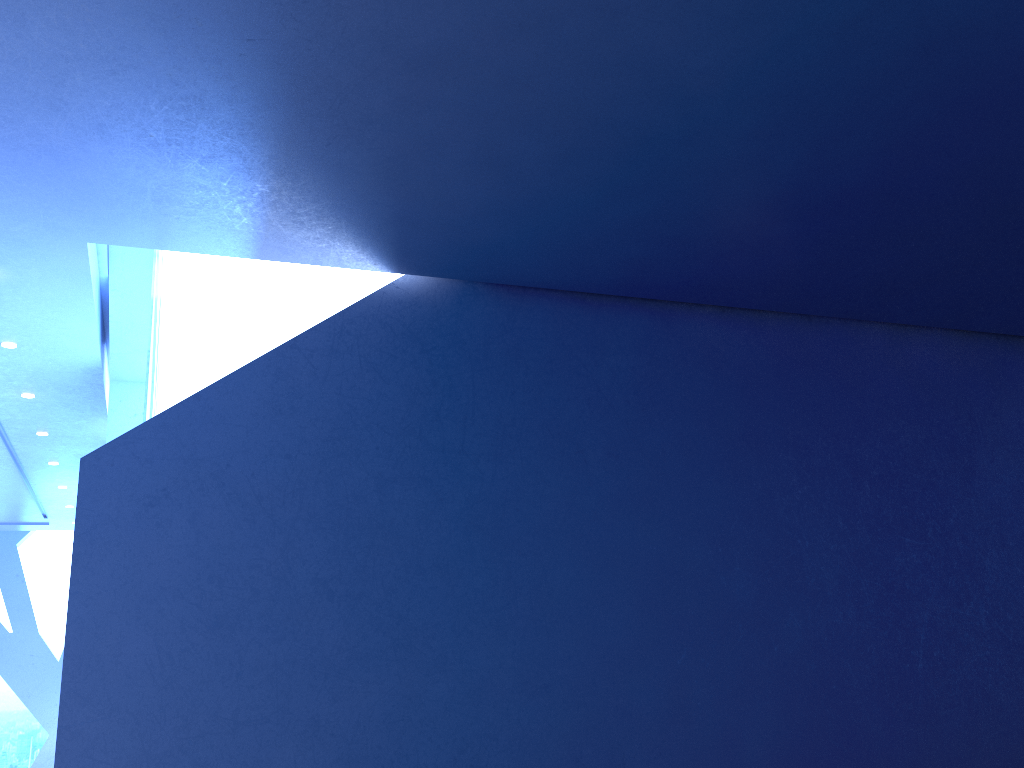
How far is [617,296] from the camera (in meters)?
7.14

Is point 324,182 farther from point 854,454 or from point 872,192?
point 854,454
